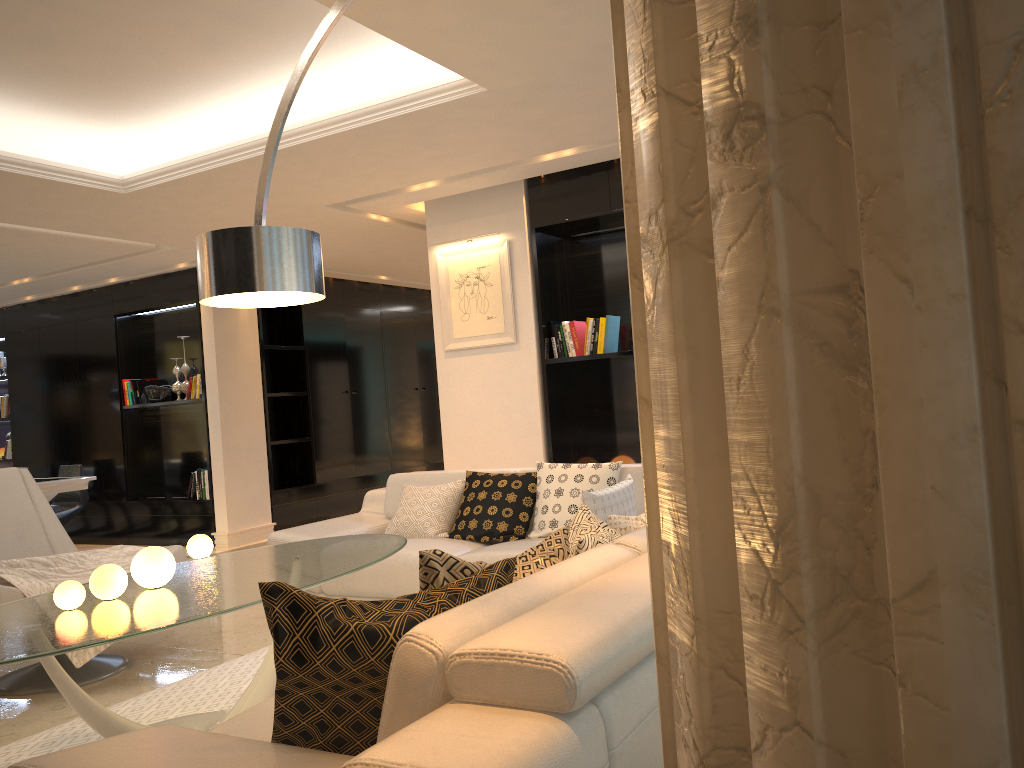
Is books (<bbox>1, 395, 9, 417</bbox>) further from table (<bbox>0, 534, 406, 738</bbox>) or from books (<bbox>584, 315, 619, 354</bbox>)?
table (<bbox>0, 534, 406, 738</bbox>)

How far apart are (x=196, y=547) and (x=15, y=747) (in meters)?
4.32

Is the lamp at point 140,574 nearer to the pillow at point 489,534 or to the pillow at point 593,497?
the pillow at point 593,497

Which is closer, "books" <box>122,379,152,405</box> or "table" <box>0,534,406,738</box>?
"table" <box>0,534,406,738</box>

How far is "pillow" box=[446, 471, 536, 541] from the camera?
4.65m

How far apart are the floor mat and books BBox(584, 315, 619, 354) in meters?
2.9 m

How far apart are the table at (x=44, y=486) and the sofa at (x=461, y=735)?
6.2 meters

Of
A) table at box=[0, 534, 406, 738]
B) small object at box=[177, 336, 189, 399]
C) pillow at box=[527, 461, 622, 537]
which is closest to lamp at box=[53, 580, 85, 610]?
table at box=[0, 534, 406, 738]

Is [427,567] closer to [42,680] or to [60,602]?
[60,602]

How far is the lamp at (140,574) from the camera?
3.0m
